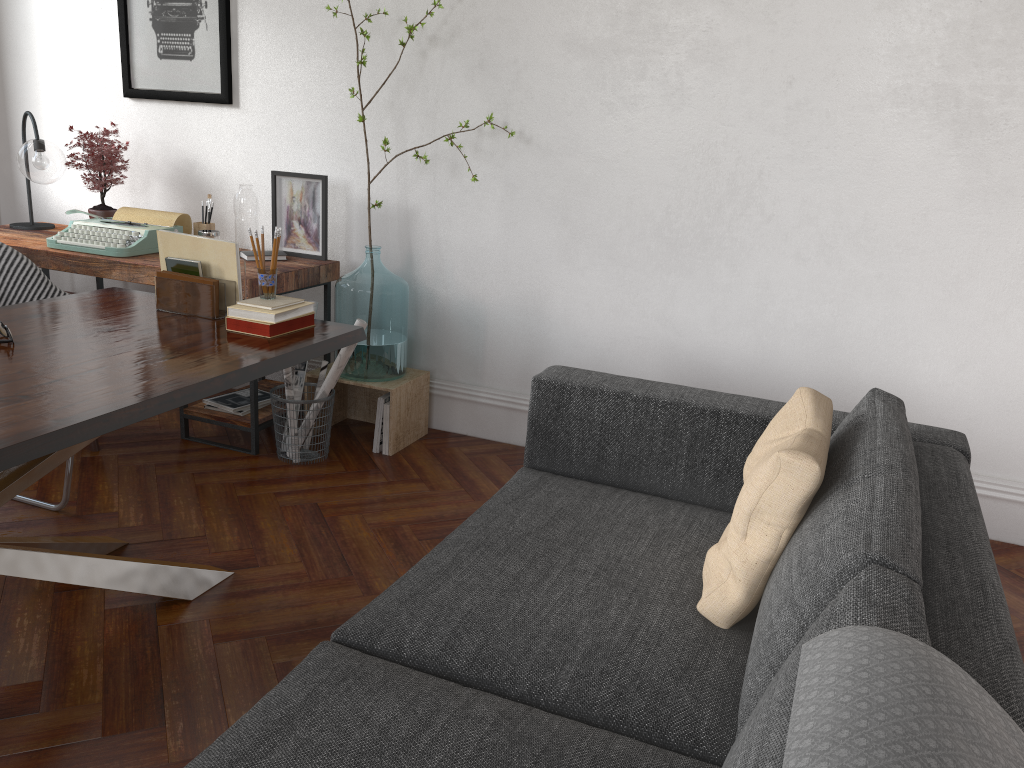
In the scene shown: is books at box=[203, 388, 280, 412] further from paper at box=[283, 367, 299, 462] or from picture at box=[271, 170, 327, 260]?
picture at box=[271, 170, 327, 260]

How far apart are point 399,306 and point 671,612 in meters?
2.2 m

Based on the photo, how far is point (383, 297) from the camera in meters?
3.7

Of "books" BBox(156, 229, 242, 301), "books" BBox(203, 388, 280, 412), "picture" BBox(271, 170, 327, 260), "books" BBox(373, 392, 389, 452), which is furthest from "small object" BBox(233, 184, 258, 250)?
"books" BBox(156, 229, 242, 301)

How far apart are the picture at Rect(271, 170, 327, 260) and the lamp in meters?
1.0

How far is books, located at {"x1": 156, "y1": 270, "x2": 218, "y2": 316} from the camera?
2.7m

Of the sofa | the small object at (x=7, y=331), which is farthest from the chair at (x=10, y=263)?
the sofa

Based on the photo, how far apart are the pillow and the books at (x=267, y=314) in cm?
136

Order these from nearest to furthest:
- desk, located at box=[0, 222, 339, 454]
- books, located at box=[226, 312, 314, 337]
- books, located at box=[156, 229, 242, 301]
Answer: books, located at box=[226, 312, 314, 337], books, located at box=[156, 229, 242, 301], desk, located at box=[0, 222, 339, 454]

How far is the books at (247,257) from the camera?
3.83m
